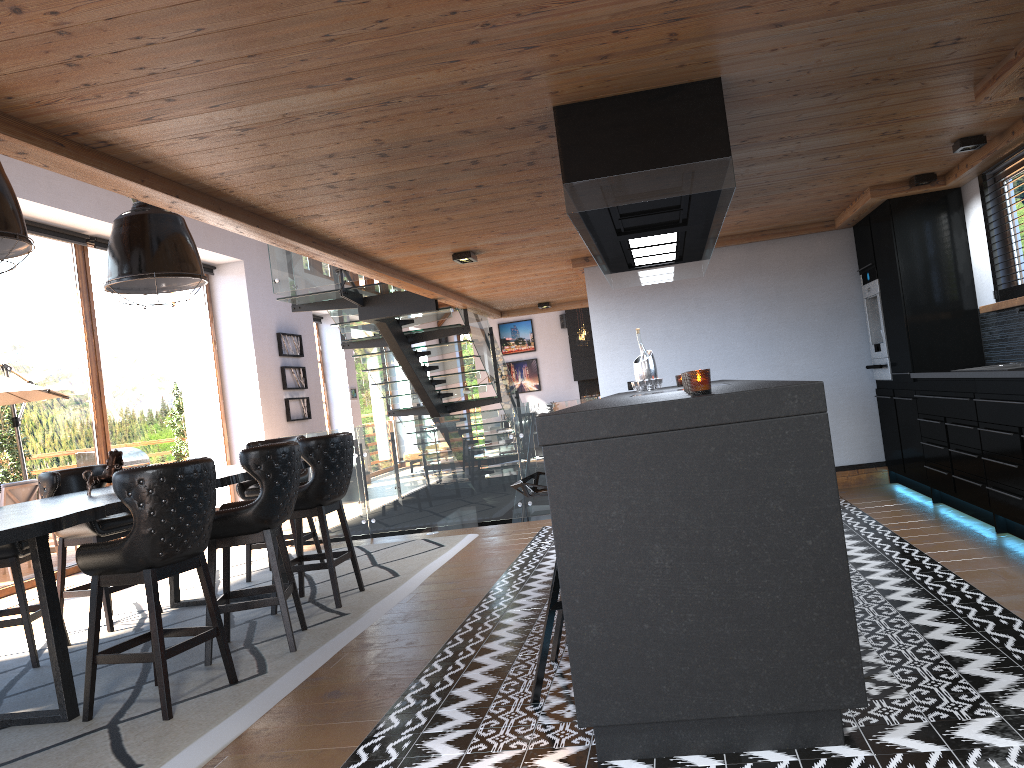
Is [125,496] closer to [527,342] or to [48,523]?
[48,523]

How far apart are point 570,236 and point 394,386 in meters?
5.3 m

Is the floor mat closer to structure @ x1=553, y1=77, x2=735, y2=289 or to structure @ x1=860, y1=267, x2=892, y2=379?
structure @ x1=553, y1=77, x2=735, y2=289

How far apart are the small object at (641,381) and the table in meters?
2.4

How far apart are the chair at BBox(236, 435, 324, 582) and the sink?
Answer: 5.1 meters

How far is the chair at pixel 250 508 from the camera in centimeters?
460cm

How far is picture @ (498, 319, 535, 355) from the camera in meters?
22.2

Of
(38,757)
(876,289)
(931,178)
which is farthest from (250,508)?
(876,289)

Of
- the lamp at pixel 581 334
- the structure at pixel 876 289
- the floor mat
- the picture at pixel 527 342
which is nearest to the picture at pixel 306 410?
the floor mat

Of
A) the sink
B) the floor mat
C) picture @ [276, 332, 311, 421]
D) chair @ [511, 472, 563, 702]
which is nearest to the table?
the floor mat
